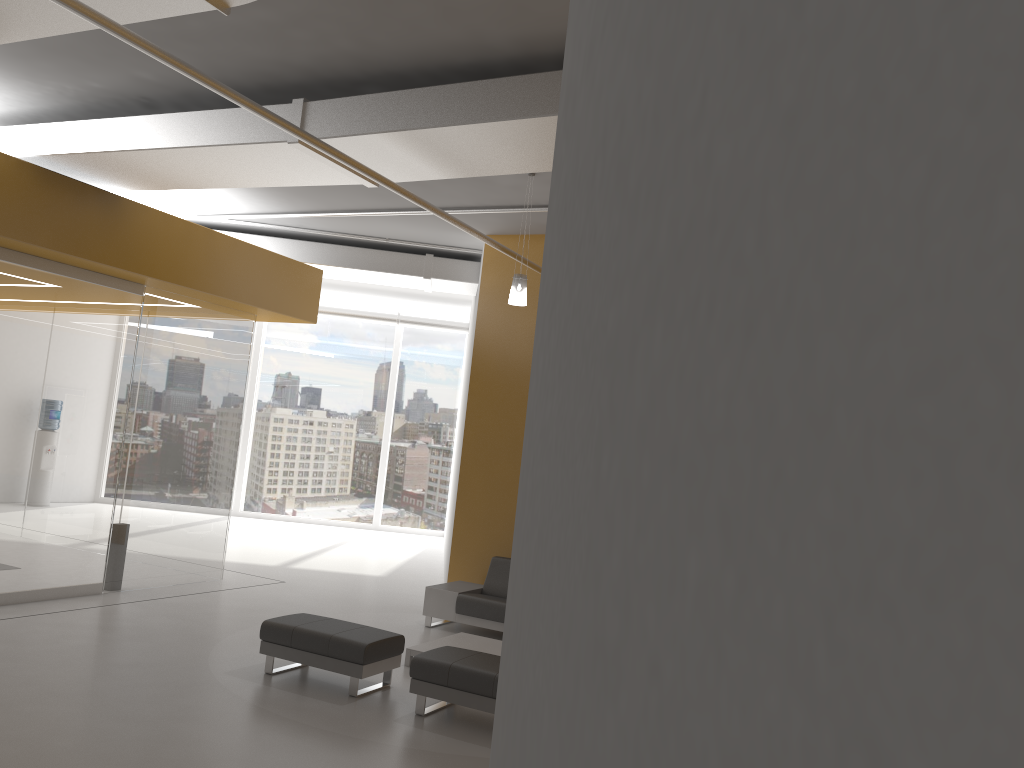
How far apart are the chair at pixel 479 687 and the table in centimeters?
102cm

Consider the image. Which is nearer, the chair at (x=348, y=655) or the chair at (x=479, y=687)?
the chair at (x=479, y=687)

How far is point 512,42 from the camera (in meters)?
5.60

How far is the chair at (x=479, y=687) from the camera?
6.08m

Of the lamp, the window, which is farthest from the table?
the window

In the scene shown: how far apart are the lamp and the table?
3.1 meters

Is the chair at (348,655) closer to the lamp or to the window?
the lamp

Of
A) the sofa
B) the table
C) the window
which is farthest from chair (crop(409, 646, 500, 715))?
the window

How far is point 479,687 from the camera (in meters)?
6.08

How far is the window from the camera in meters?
18.3 m
